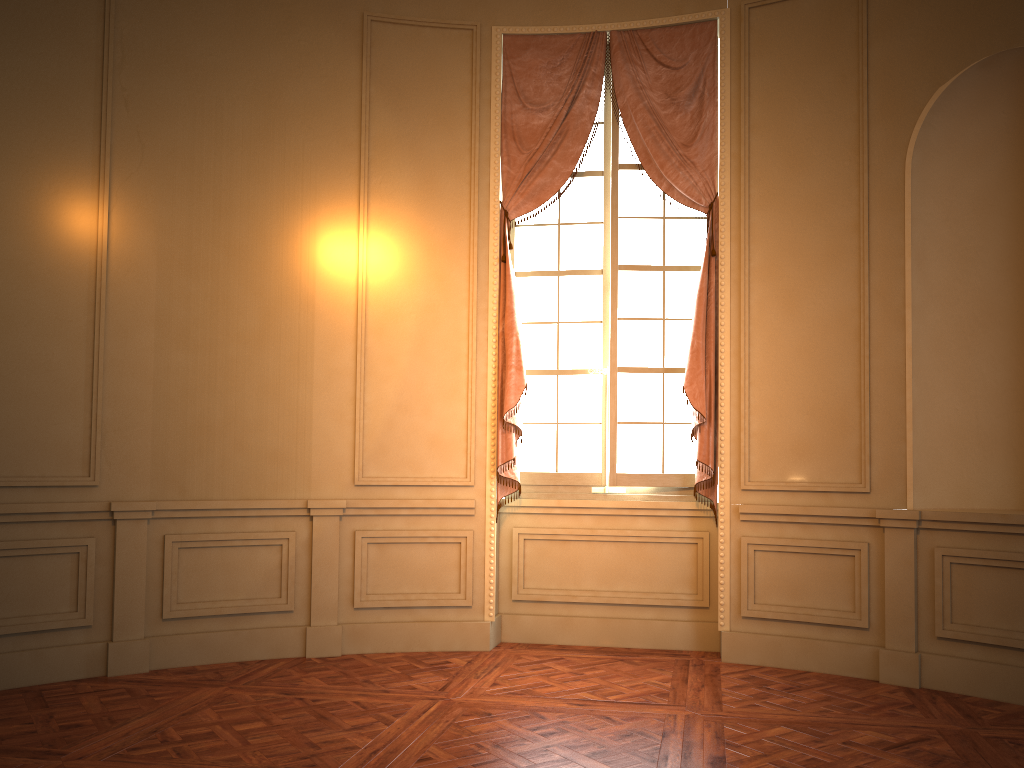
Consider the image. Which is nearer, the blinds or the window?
the blinds

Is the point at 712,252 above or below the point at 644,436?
above

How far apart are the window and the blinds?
0.09m

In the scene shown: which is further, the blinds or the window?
the window

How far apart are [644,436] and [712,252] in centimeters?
115cm

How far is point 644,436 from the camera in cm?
534

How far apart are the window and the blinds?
→ 0.09m

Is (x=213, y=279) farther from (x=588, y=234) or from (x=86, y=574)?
(x=588, y=234)

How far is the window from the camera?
5.3m

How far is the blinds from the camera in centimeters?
510cm
